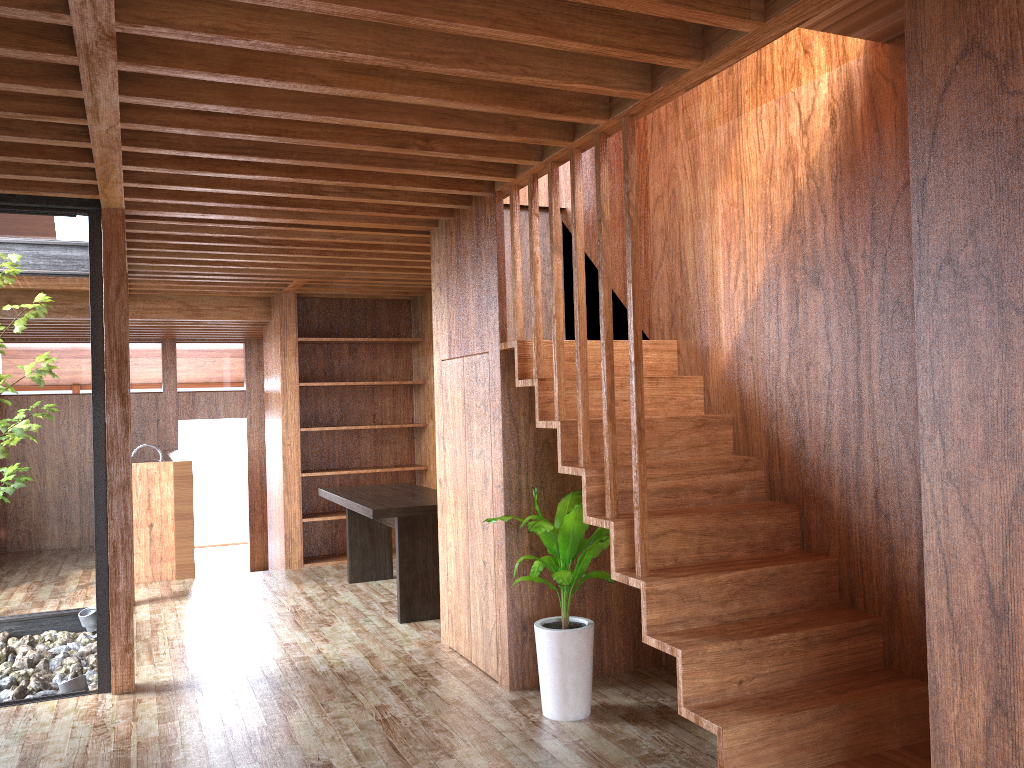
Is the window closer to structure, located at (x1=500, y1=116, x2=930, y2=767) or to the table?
the table

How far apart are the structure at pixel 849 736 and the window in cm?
208

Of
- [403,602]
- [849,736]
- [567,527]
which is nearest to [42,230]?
[403,602]

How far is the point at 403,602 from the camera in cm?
538

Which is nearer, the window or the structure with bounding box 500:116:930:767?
the structure with bounding box 500:116:930:767

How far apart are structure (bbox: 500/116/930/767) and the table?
1.7m

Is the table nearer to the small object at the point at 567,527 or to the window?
the small object at the point at 567,527

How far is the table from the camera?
5.38m

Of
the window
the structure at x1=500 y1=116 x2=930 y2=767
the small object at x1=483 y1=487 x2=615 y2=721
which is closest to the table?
the small object at x1=483 y1=487 x2=615 y2=721

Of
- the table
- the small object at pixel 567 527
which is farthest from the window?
the small object at pixel 567 527
